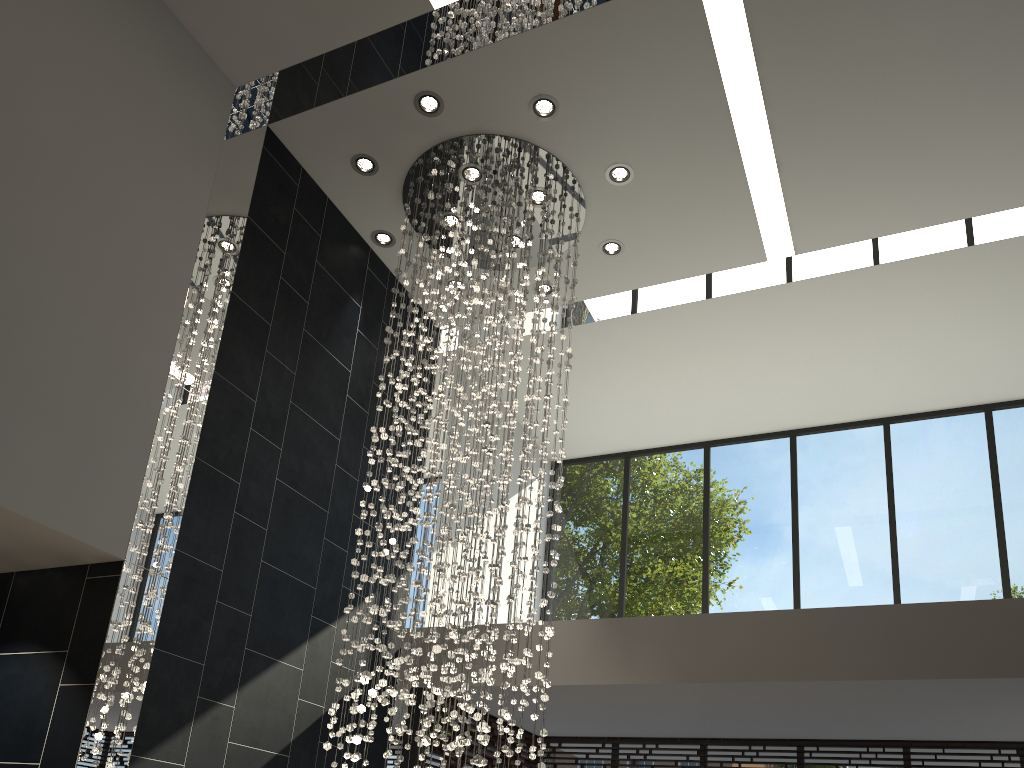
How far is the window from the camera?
7.5m

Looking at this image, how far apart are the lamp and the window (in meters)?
1.25

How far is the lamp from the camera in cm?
499

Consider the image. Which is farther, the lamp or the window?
the window

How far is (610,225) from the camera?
6.6 meters

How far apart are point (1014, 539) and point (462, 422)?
5.39m

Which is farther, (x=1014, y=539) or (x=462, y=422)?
(x=1014, y=539)

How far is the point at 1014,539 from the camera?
7.5 meters
